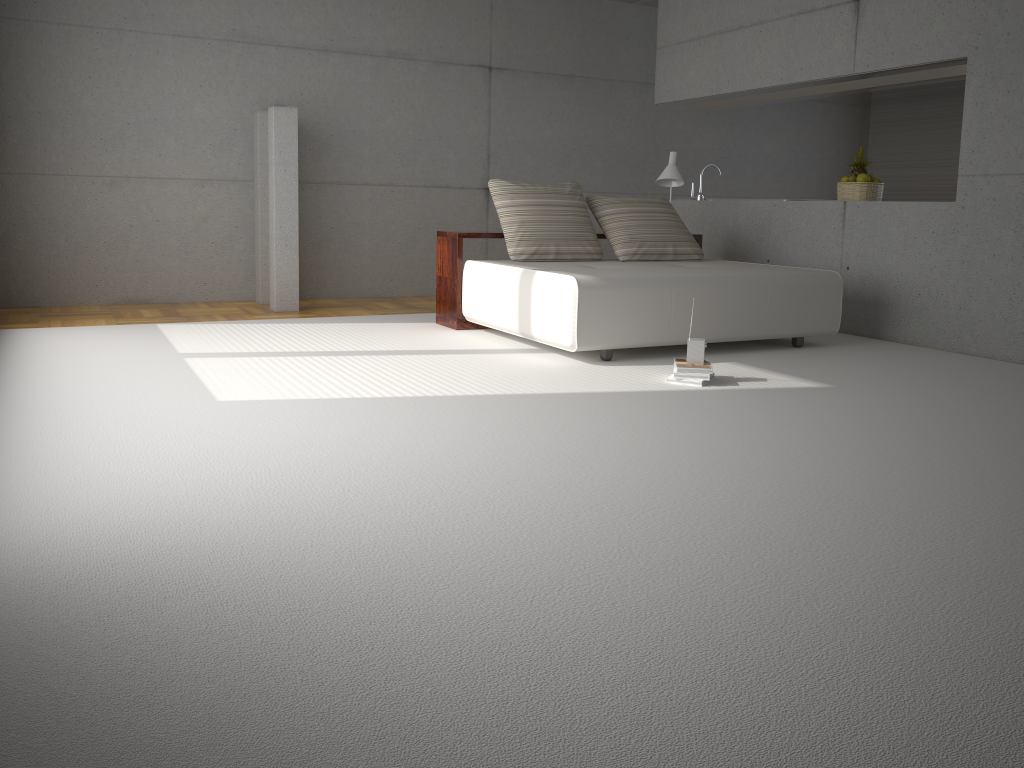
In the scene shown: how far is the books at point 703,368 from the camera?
4.64m

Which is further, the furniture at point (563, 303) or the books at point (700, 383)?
the furniture at point (563, 303)

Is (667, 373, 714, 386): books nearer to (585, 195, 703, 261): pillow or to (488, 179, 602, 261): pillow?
(488, 179, 602, 261): pillow

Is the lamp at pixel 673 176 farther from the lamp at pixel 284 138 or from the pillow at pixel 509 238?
the lamp at pixel 284 138

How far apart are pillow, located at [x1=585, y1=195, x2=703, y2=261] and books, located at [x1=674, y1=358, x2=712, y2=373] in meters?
1.9

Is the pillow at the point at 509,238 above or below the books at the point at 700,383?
above

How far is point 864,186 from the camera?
6.9 meters

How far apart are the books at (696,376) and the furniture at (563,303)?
0.7m

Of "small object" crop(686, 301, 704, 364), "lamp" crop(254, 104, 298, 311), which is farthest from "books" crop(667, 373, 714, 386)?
"lamp" crop(254, 104, 298, 311)

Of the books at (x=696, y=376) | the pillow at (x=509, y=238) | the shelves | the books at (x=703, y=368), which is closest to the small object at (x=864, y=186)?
the shelves
